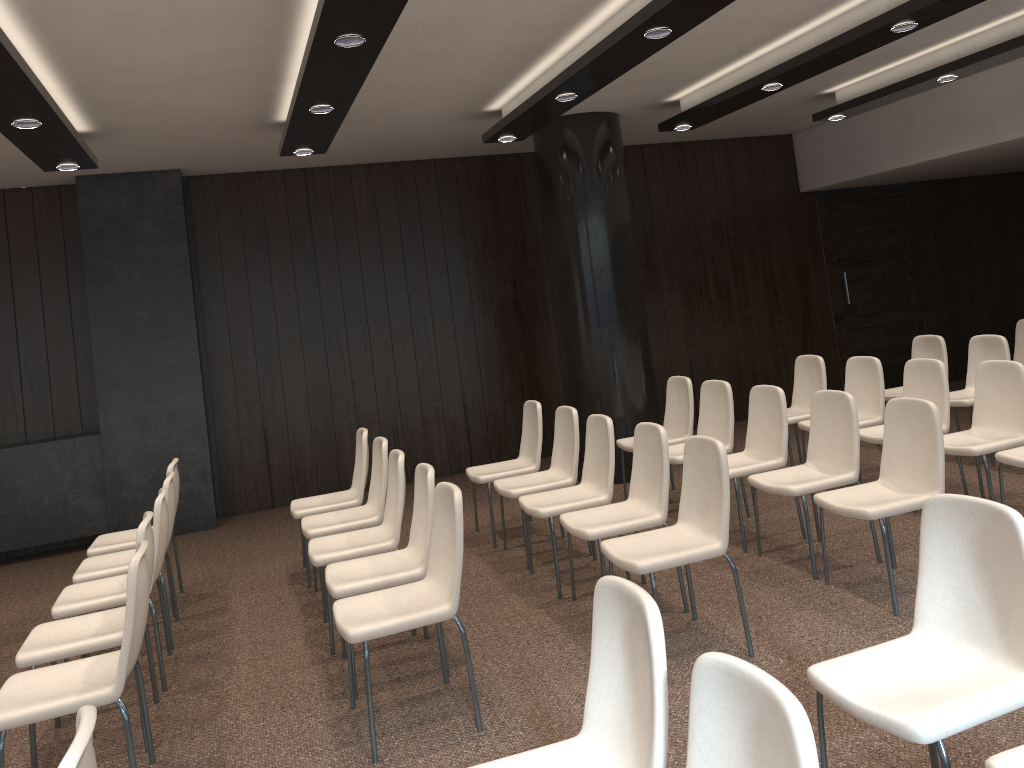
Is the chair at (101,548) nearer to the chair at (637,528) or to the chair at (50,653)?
the chair at (50,653)

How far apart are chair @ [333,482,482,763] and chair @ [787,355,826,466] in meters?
3.8 m

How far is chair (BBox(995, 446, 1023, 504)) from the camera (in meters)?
4.77

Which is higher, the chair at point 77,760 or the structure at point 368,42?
the structure at point 368,42

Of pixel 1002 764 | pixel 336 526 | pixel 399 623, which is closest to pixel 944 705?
pixel 1002 764

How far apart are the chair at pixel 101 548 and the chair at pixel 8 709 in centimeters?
201cm

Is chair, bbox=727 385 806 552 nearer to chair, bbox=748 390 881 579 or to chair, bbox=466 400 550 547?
chair, bbox=748 390 881 579

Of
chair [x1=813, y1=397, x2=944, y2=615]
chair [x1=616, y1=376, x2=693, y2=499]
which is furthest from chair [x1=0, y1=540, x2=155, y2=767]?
chair [x1=616, y1=376, x2=693, y2=499]

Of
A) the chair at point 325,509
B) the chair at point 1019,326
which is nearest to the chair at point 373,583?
the chair at point 325,509

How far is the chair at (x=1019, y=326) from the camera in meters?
8.0
